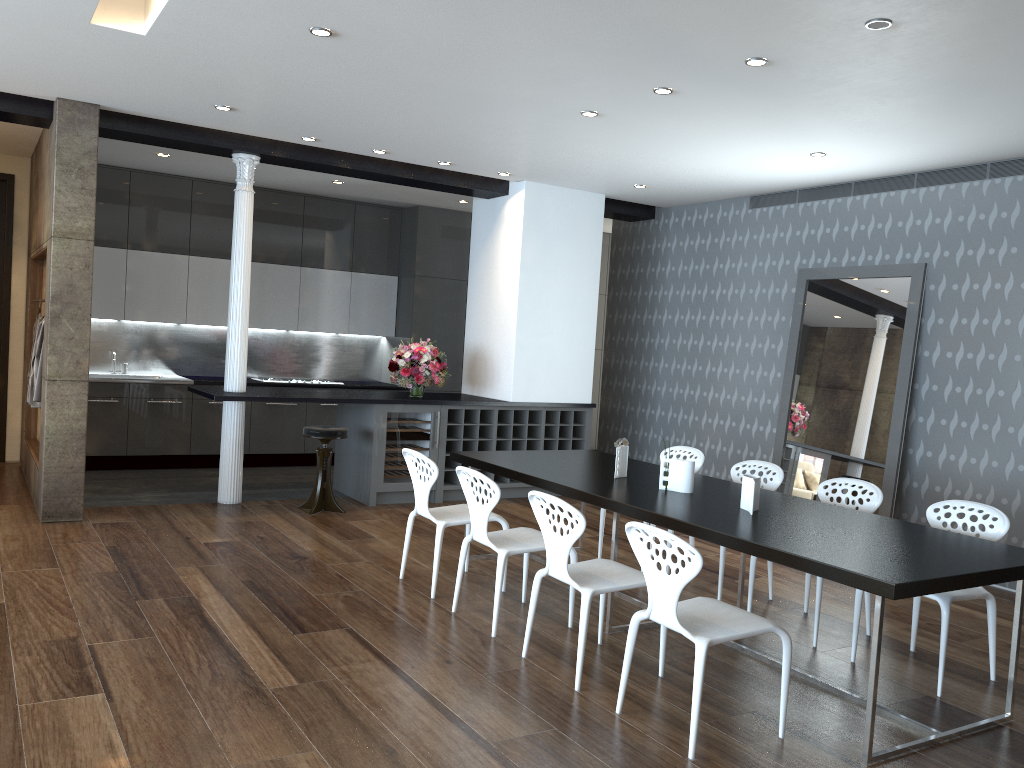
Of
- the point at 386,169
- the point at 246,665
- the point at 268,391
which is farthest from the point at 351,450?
the point at 246,665

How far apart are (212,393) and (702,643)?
5.0 meters

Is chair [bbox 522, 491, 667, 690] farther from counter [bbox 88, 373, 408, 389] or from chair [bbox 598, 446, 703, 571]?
counter [bbox 88, 373, 408, 389]

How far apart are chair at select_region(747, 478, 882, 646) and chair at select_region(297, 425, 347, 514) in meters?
3.6

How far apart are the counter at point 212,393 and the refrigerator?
0.1 meters

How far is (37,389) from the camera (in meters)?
6.79

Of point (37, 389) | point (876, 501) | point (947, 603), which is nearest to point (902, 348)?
point (876, 501)

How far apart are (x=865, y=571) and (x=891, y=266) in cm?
432

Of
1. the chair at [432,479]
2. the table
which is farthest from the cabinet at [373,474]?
the chair at [432,479]

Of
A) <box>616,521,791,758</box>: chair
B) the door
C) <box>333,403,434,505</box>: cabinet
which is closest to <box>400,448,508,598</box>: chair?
<box>616,521,791,758</box>: chair
